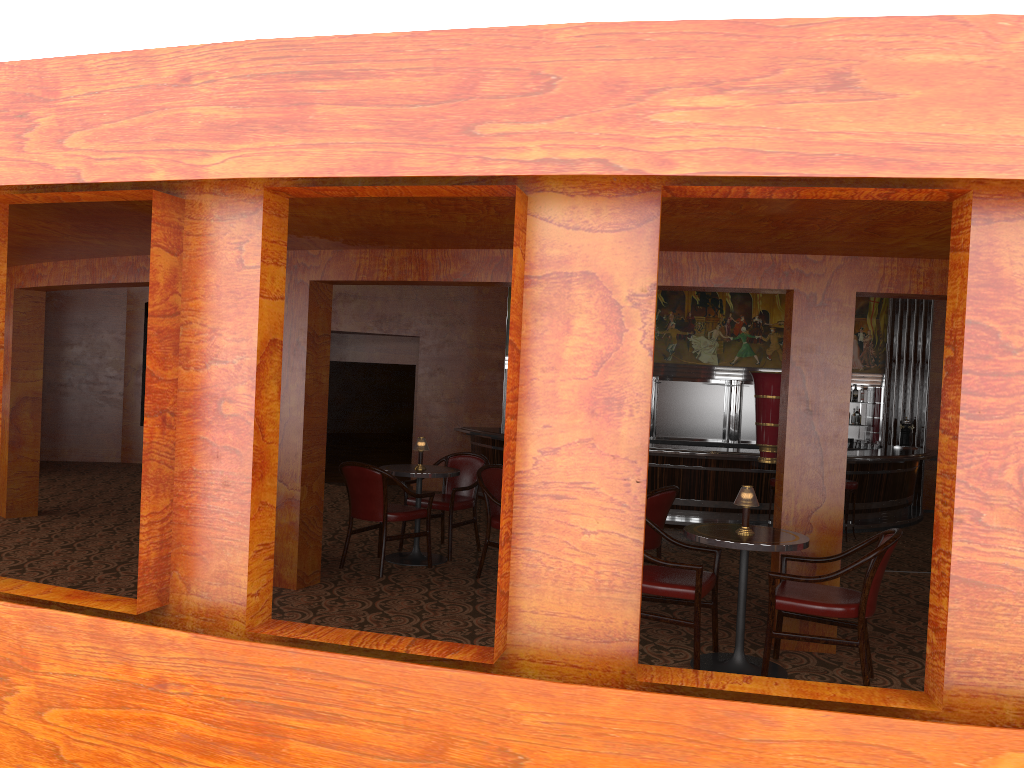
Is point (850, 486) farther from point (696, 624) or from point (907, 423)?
point (696, 624)

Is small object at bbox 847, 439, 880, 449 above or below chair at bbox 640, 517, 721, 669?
above

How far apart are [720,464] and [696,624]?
7.35m

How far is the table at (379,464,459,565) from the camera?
6.7 meters

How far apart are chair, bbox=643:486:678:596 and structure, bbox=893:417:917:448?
9.8m

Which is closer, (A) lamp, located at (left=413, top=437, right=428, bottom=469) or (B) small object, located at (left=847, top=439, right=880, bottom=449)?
(A) lamp, located at (left=413, top=437, right=428, bottom=469)

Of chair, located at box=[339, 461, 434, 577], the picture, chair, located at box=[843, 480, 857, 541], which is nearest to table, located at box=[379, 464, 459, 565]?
chair, located at box=[339, 461, 434, 577]

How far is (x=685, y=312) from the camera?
14.5 meters

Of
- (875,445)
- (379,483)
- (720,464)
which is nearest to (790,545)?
(379,483)

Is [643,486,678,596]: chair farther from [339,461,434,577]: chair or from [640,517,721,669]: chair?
[339,461,434,577]: chair
